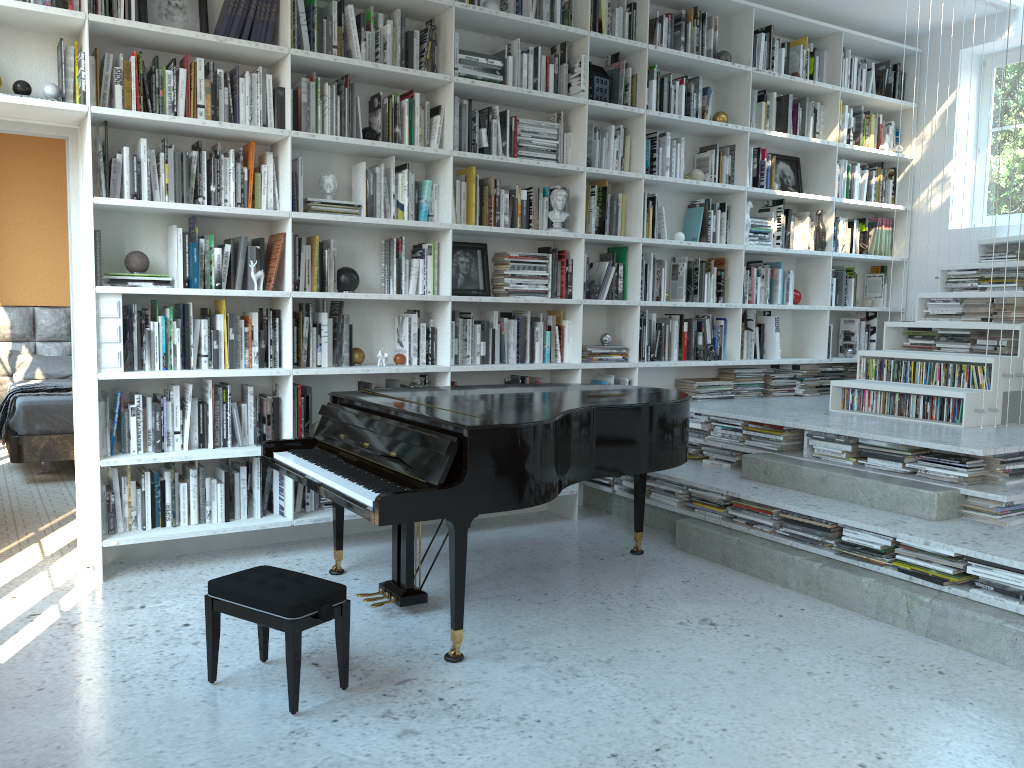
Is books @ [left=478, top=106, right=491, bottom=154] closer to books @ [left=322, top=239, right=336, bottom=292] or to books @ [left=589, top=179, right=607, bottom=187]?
books @ [left=589, top=179, right=607, bottom=187]

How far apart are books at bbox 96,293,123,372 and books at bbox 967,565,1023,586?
3.5m

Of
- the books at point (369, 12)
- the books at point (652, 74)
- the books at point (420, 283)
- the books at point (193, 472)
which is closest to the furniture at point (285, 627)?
the books at point (193, 472)

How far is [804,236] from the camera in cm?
610

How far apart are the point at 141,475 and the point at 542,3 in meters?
3.2

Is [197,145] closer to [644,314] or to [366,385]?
[366,385]

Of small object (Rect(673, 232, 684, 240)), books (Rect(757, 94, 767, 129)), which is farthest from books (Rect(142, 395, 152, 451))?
books (Rect(757, 94, 767, 129))

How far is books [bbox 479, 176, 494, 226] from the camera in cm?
481

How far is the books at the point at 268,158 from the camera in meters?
4.2 m

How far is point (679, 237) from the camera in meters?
5.5 m
